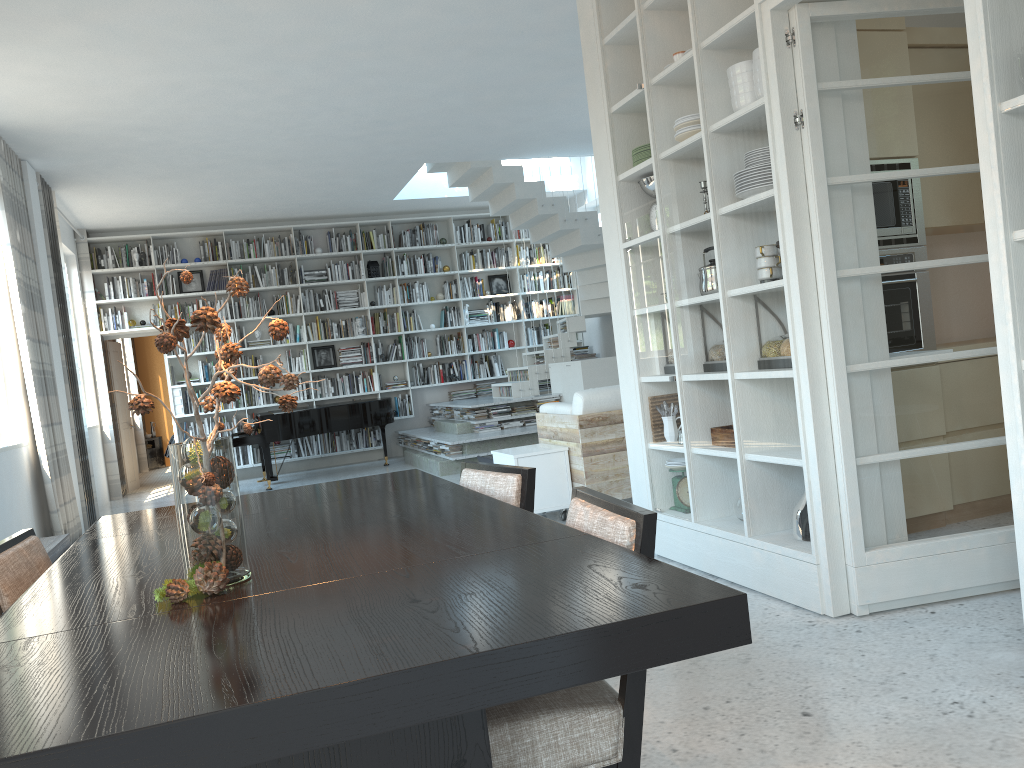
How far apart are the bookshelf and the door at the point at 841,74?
8.8m

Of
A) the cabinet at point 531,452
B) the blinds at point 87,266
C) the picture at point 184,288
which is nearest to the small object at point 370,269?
the picture at point 184,288

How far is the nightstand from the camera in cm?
1464

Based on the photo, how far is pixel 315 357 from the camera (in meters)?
11.58

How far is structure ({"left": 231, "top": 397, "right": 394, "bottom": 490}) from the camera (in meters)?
9.62

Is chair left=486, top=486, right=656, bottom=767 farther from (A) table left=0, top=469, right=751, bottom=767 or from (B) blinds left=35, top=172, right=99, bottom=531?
(B) blinds left=35, top=172, right=99, bottom=531

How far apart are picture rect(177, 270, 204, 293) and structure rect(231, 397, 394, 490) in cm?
194

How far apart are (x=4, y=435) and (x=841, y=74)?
6.0m

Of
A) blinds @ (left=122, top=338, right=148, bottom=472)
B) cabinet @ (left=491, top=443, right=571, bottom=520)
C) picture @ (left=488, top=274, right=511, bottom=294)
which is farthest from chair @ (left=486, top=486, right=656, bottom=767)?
blinds @ (left=122, top=338, right=148, bottom=472)

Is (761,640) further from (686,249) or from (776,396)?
(686,249)
